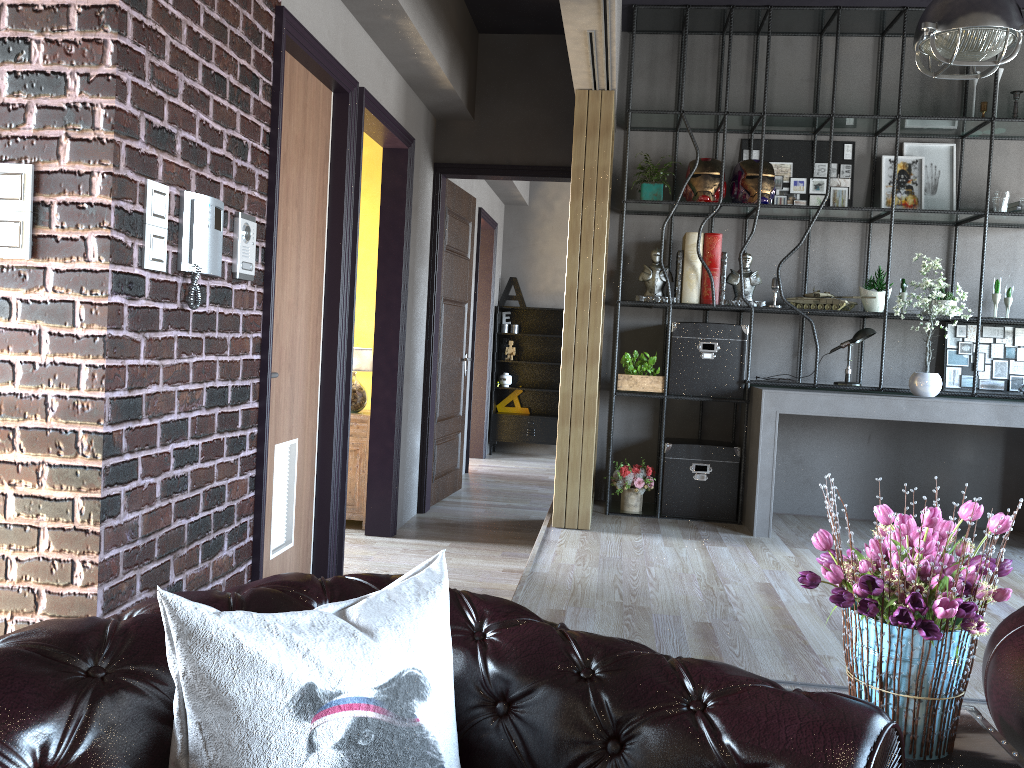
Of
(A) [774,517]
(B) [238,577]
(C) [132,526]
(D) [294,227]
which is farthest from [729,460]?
(C) [132,526]

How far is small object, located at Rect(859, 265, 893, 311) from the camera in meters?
5.6

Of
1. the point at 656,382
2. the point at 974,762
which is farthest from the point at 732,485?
the point at 974,762

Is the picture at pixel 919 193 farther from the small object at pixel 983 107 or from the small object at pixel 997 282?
the small object at pixel 997 282

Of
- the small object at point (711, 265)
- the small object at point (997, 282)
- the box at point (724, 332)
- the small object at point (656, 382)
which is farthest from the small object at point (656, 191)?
the small object at point (997, 282)

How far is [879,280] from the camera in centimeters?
565cm

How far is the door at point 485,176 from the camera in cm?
638

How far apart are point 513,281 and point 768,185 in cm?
479

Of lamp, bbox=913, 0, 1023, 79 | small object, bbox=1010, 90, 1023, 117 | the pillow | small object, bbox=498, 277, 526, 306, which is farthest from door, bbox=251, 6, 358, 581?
small object, bbox=498, 277, 526, 306

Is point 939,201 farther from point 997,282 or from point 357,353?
point 357,353
